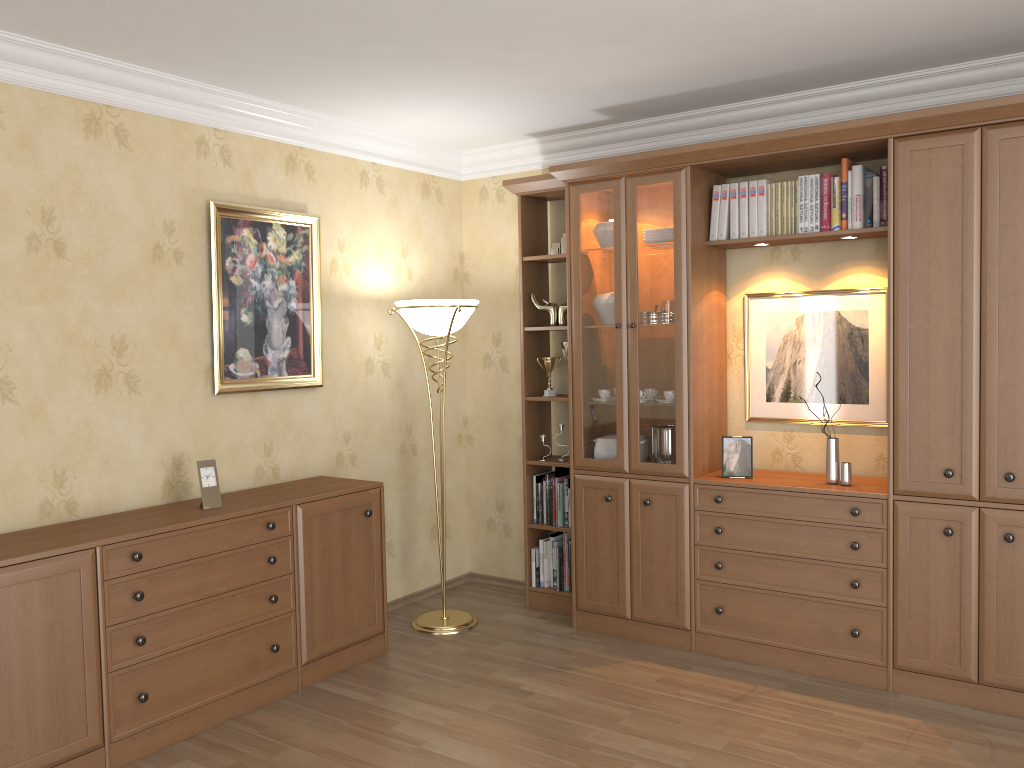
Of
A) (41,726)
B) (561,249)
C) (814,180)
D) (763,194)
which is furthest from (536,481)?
(41,726)

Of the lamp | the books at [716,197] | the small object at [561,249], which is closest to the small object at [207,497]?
the lamp

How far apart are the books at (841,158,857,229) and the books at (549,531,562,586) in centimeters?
219cm

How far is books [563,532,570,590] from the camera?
4.8 meters

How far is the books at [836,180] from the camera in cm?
385

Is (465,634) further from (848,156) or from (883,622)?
(848,156)

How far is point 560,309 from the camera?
4.7m

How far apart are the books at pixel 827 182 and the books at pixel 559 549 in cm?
213

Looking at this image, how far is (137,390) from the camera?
3.66m

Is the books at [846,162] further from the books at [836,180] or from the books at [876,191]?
the books at [876,191]
